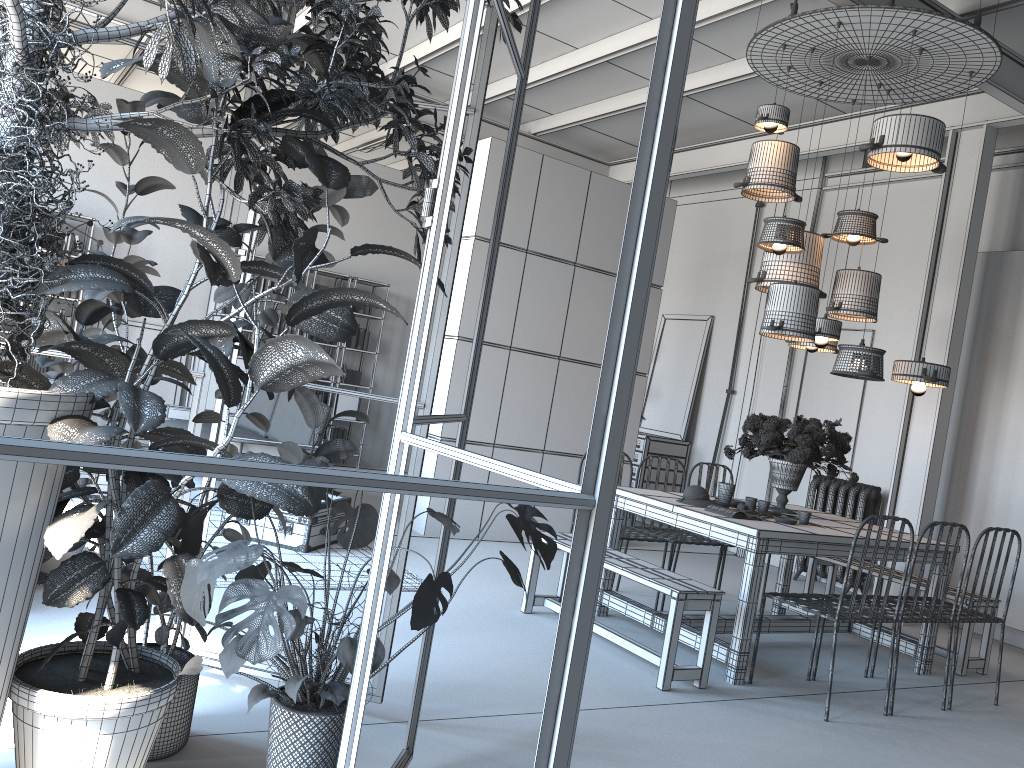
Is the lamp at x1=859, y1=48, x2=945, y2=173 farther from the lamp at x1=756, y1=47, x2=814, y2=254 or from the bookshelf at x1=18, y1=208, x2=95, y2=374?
the bookshelf at x1=18, y1=208, x2=95, y2=374

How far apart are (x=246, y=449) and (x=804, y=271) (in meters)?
4.13

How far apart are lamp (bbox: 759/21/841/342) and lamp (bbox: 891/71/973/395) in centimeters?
70cm

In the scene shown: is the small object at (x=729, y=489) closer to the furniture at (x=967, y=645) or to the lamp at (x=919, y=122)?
the furniture at (x=967, y=645)

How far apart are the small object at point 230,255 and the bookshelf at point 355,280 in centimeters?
784cm

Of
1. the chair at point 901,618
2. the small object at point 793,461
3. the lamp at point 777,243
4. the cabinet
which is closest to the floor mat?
the small object at point 793,461

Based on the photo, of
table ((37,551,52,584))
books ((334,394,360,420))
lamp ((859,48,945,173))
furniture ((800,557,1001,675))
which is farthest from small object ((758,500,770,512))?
books ((334,394,360,420))

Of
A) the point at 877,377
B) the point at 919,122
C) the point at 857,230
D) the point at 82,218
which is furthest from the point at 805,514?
the point at 82,218

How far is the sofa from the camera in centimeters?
654cm

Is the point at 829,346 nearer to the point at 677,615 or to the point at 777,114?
the point at 777,114
